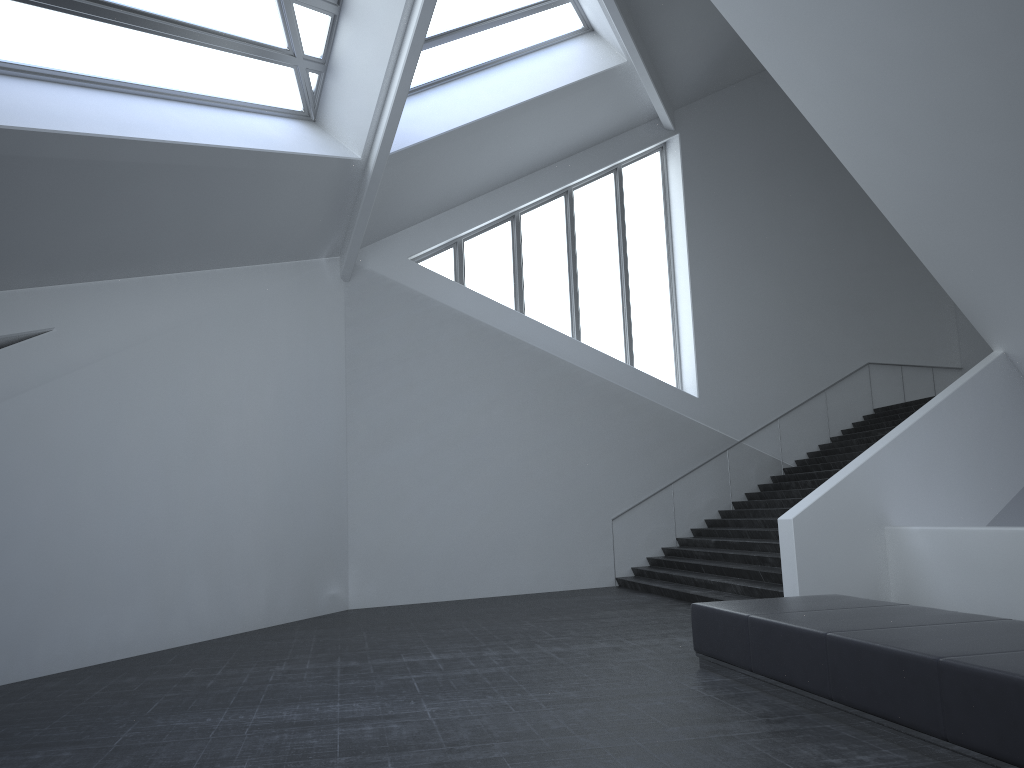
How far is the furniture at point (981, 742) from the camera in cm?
452

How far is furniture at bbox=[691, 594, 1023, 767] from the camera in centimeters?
452cm
